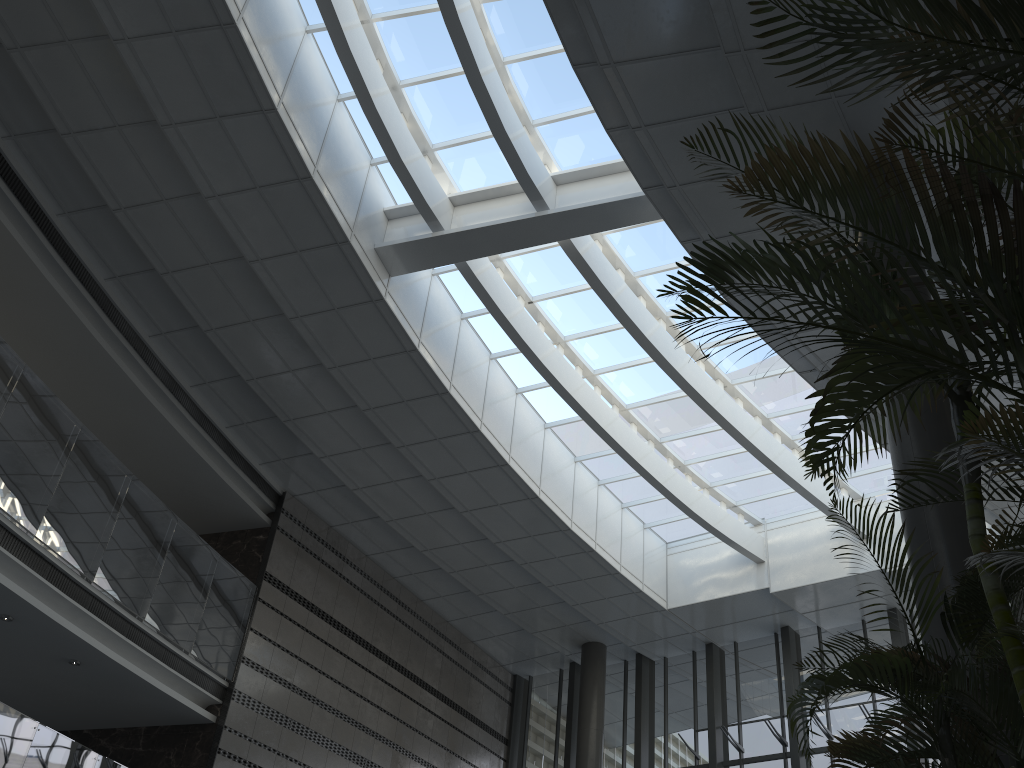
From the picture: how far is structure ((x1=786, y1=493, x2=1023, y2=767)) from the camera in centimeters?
286cm

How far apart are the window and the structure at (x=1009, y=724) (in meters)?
7.08

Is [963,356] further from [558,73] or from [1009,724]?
[558,73]

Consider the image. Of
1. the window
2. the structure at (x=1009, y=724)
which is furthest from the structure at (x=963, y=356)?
the window

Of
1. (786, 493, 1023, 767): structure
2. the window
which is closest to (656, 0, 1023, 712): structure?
(786, 493, 1023, 767): structure

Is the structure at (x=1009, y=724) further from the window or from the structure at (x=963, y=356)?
the window

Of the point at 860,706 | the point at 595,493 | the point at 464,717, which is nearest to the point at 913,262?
the point at 595,493

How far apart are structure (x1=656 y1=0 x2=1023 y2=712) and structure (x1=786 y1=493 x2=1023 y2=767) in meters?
0.2 m

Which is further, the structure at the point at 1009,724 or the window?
the window

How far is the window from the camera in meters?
9.7 m
